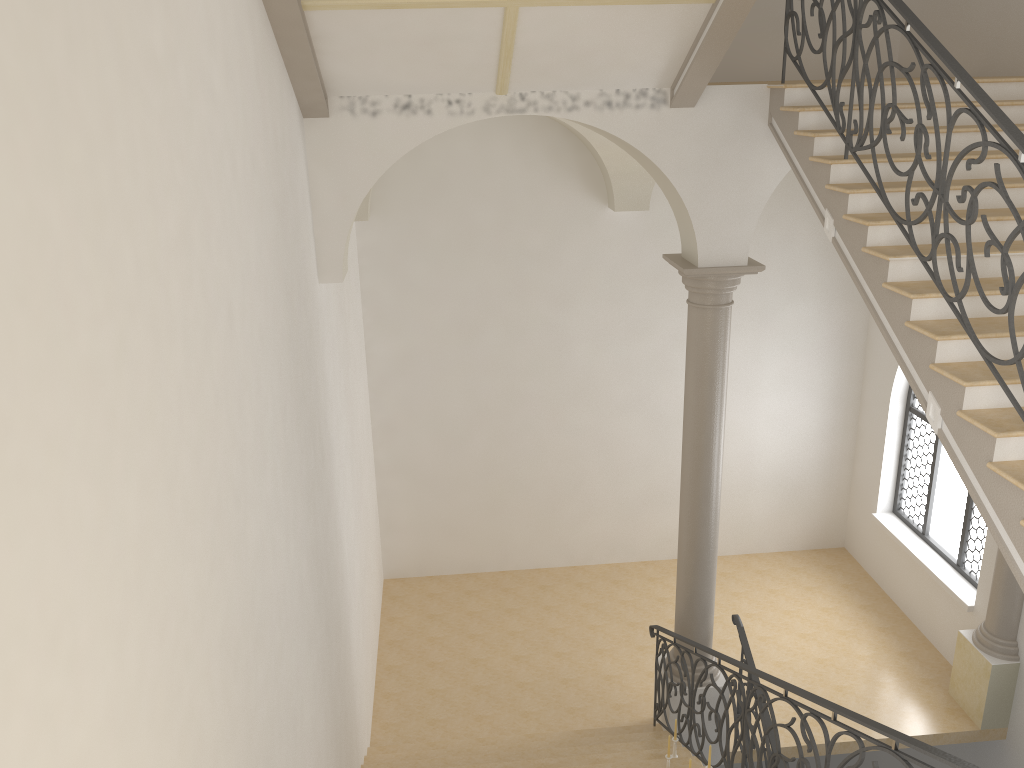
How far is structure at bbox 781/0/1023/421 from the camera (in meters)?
4.26

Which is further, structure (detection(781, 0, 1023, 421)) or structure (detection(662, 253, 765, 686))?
structure (detection(662, 253, 765, 686))

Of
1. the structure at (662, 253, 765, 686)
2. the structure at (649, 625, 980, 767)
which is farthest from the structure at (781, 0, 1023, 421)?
the structure at (649, 625, 980, 767)

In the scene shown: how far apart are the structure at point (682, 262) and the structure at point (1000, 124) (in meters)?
1.51

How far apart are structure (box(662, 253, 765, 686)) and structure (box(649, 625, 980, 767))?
0.18m

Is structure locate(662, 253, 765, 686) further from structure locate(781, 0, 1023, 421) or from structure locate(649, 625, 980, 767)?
structure locate(781, 0, 1023, 421)

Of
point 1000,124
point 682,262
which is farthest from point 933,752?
point 682,262

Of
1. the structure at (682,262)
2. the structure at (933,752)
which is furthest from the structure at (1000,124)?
the structure at (933,752)

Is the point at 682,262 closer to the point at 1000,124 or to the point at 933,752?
the point at 1000,124

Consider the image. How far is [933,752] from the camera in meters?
3.7 m
